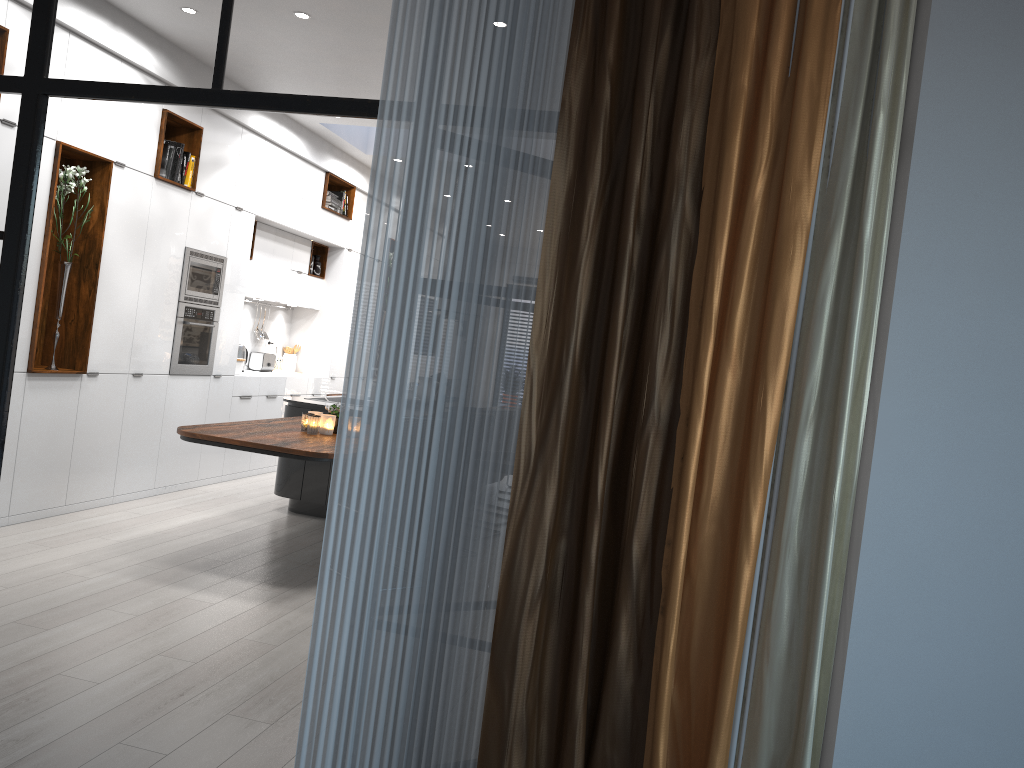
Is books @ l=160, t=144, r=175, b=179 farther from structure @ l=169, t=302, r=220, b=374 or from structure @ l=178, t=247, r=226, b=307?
structure @ l=169, t=302, r=220, b=374

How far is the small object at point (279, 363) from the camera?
9.7 meters

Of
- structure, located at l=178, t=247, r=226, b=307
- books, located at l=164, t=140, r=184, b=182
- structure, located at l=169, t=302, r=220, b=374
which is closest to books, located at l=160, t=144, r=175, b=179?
books, located at l=164, t=140, r=184, b=182

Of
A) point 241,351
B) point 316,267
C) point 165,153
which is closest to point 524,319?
point 165,153

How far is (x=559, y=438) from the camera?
2.17m

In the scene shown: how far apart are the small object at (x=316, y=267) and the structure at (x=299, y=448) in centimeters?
312cm

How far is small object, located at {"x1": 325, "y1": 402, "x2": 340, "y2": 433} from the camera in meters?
5.7

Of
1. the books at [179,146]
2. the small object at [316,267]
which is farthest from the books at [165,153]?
the small object at [316,267]

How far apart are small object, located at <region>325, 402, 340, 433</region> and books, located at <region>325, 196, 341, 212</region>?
4.0m

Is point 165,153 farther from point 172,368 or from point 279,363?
point 279,363
